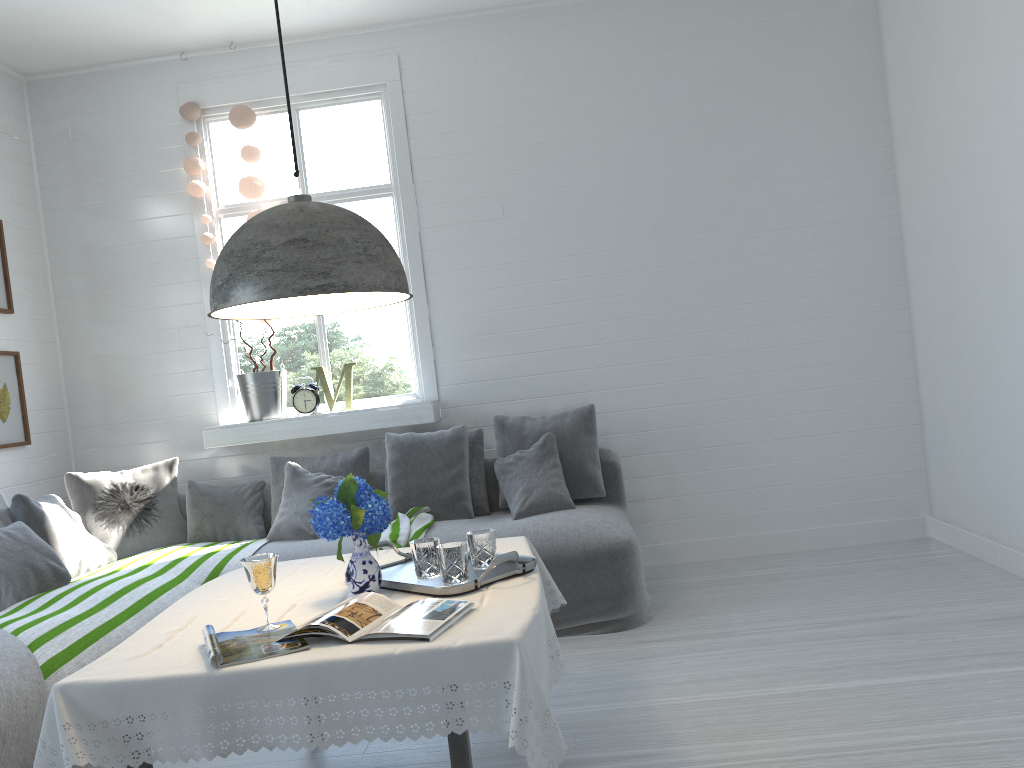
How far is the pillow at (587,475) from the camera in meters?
5.2

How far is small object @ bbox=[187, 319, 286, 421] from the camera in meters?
5.6 m

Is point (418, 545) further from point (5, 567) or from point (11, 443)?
point (11, 443)

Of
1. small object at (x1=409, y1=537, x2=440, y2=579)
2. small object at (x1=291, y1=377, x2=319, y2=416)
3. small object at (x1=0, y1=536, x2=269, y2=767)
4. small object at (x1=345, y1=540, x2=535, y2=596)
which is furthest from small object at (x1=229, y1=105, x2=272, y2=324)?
small object at (x1=409, y1=537, x2=440, y2=579)

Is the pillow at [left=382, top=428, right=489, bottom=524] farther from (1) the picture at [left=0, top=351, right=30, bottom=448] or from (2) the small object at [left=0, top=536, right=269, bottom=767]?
(1) the picture at [left=0, top=351, right=30, bottom=448]

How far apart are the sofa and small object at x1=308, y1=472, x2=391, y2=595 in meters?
1.8 m

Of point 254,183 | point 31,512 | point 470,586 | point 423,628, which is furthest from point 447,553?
point 254,183

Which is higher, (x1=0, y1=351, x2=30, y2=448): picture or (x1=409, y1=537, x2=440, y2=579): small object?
(x1=0, y1=351, x2=30, y2=448): picture

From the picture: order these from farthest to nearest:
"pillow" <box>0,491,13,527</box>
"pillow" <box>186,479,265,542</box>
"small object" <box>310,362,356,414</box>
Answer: "small object" <box>310,362,356,414</box> < "pillow" <box>186,479,265,542</box> < "pillow" <box>0,491,13,527</box>

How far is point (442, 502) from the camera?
5.1 meters
